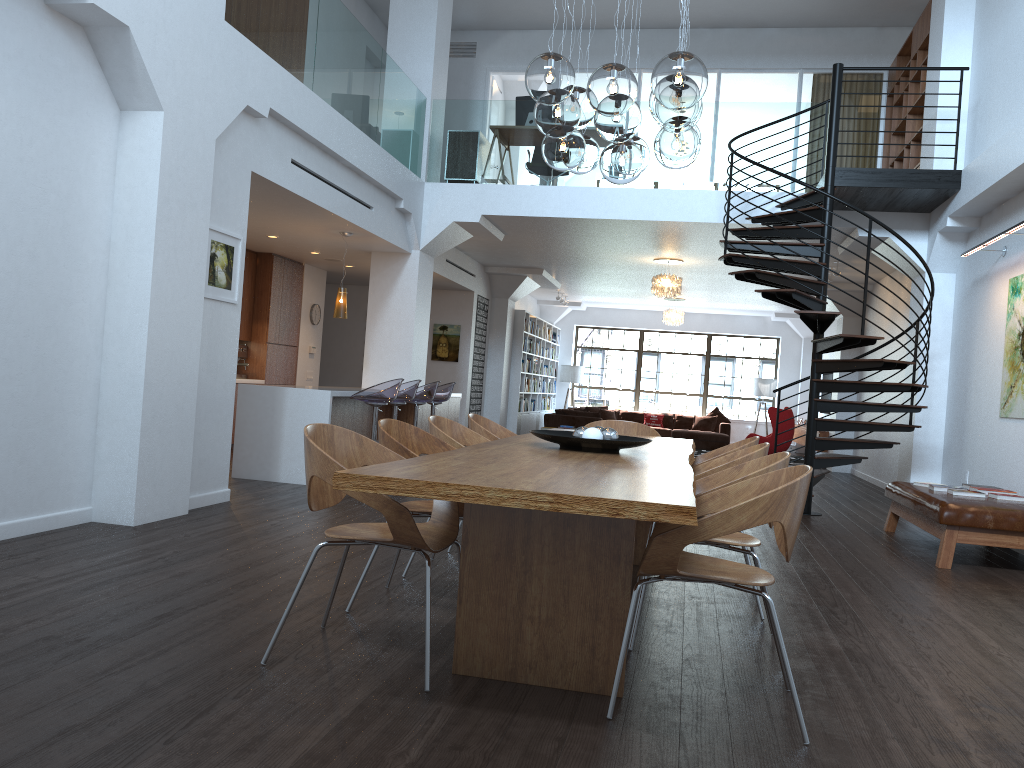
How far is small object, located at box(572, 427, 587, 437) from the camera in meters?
4.2 m

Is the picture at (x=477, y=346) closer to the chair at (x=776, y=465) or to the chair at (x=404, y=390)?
the chair at (x=404, y=390)

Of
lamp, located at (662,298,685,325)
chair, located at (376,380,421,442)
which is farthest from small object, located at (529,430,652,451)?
lamp, located at (662,298,685,325)

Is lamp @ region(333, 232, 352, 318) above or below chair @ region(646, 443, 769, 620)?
above

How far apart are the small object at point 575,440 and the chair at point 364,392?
3.8m

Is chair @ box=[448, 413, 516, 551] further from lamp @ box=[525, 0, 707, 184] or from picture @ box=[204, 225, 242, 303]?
picture @ box=[204, 225, 242, 303]

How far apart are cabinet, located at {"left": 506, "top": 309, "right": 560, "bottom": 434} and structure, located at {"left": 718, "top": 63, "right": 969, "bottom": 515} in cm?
725

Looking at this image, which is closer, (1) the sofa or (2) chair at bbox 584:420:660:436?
(2) chair at bbox 584:420:660:436

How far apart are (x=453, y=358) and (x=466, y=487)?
12.1 meters

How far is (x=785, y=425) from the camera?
14.56m
